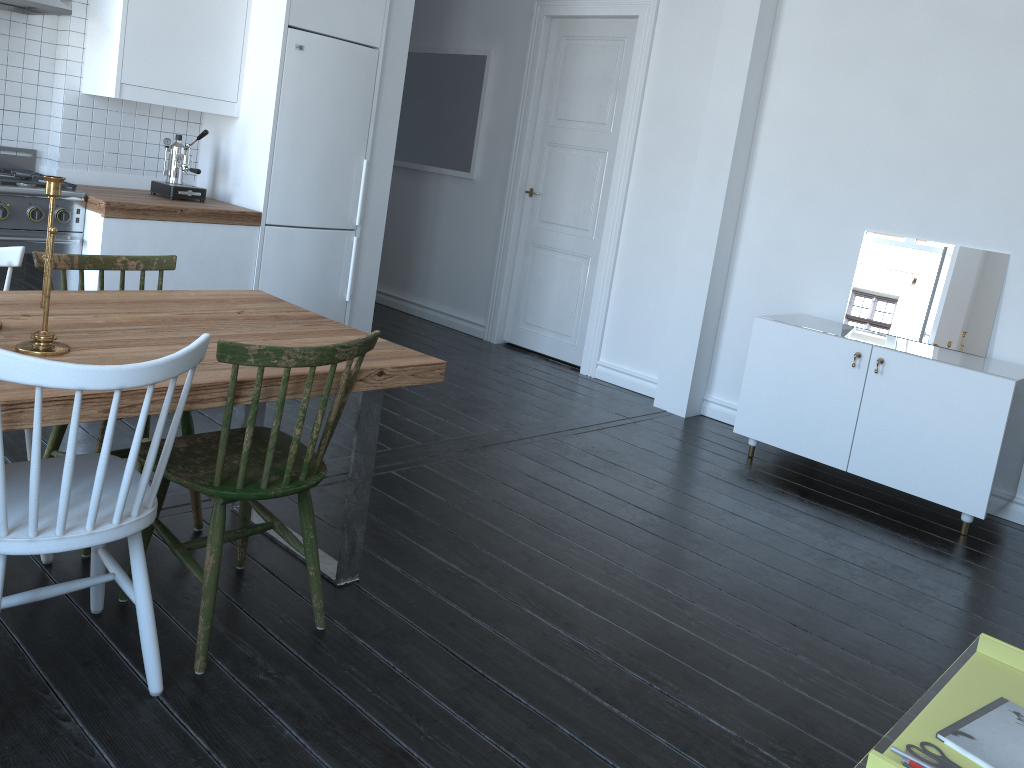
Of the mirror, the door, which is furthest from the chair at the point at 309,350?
the door

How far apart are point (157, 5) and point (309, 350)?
2.80m

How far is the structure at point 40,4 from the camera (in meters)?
3.70

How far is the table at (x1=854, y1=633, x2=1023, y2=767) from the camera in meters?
7.9 m

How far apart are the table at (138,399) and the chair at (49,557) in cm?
12

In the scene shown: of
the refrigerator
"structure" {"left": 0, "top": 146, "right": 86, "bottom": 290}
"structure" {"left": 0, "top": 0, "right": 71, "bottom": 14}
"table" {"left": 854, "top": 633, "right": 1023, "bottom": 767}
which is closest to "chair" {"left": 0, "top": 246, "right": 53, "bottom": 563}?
"structure" {"left": 0, "top": 146, "right": 86, "bottom": 290}

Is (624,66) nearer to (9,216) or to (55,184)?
(9,216)

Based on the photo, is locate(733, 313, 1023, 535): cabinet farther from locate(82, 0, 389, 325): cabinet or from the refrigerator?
locate(82, 0, 389, 325): cabinet

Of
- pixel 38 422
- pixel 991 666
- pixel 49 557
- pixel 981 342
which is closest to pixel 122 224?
pixel 49 557

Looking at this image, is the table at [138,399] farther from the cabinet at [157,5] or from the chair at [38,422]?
the cabinet at [157,5]
